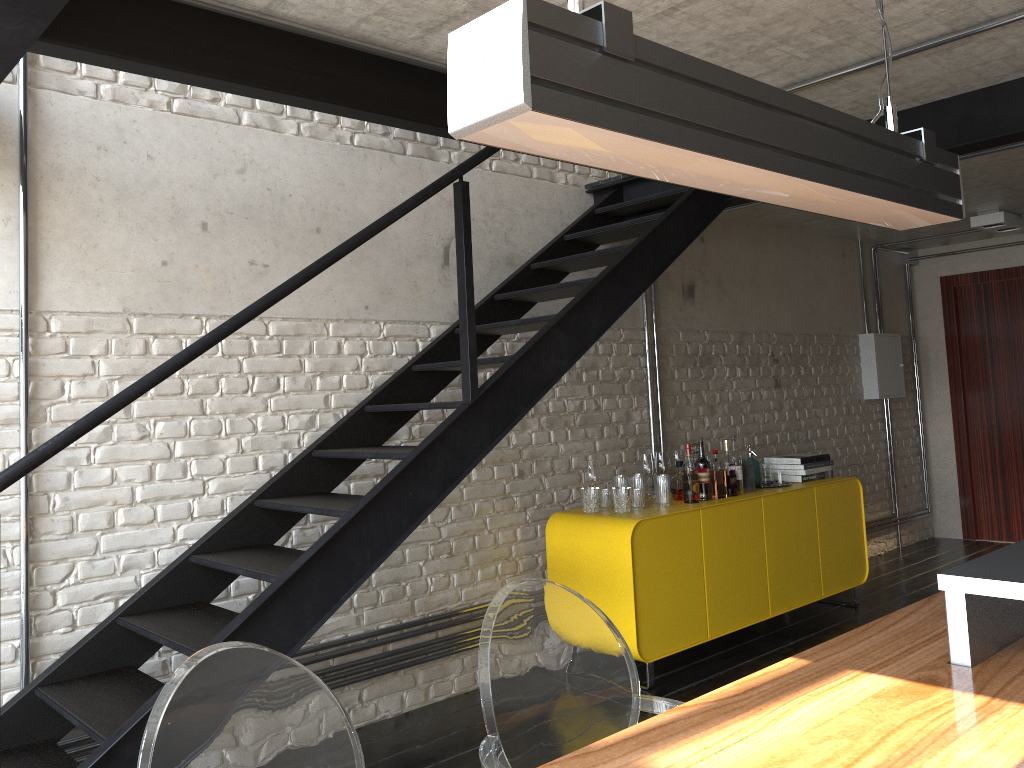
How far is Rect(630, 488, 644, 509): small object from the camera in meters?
4.4

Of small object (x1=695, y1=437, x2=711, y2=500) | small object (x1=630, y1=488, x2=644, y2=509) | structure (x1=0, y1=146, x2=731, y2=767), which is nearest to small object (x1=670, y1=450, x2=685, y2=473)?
small object (x1=695, y1=437, x2=711, y2=500)

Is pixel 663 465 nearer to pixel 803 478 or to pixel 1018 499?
pixel 803 478

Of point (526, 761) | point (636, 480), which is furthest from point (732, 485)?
point (526, 761)

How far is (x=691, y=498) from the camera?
4.5m

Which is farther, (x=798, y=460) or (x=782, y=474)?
(x=798, y=460)

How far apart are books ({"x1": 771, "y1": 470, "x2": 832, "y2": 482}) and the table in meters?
2.8 m

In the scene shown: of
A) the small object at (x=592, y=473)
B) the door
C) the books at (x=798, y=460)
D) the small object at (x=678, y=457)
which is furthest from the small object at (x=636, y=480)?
the door

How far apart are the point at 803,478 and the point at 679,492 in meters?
1.0

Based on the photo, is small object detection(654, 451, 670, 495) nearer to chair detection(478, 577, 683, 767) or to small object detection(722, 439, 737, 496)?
small object detection(722, 439, 737, 496)
